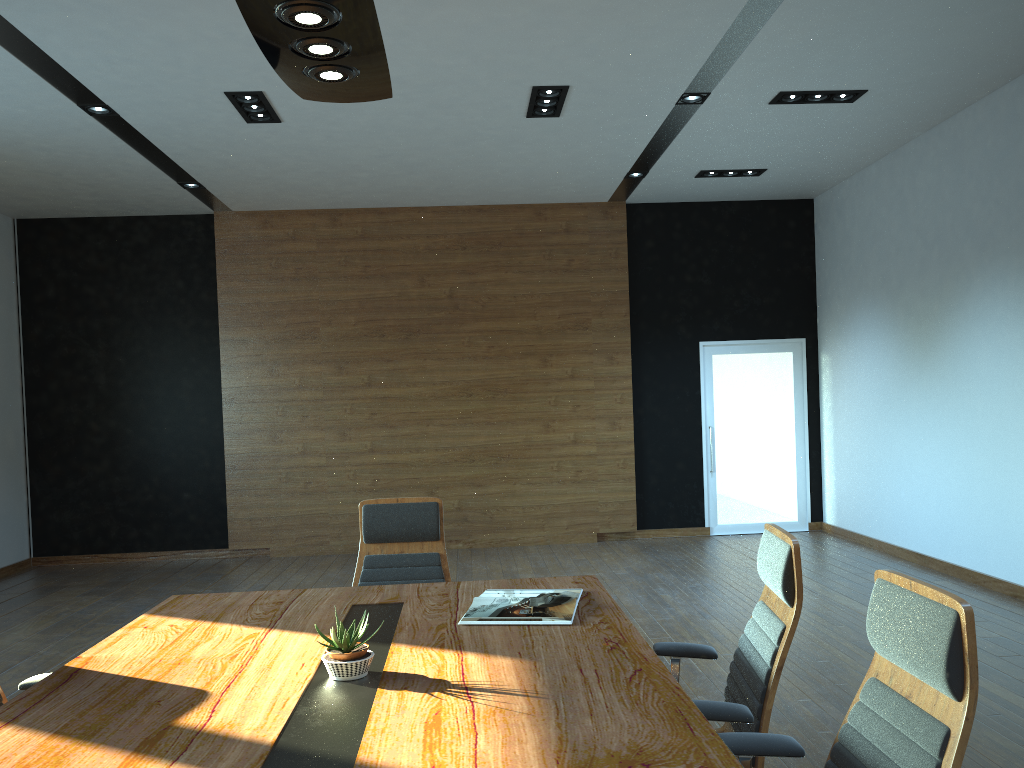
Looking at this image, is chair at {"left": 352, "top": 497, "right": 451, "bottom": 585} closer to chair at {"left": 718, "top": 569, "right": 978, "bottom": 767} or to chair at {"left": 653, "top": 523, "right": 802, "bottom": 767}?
chair at {"left": 653, "top": 523, "right": 802, "bottom": 767}

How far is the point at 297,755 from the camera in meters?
1.9

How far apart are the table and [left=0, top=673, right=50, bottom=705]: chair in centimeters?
27cm

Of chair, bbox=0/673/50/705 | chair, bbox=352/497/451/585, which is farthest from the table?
chair, bbox=352/497/451/585

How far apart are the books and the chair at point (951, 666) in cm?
81

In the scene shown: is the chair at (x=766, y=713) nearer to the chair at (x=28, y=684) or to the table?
the table

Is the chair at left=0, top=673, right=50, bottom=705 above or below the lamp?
below

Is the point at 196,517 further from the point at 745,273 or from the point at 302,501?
the point at 745,273

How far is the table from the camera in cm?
191

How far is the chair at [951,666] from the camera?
1.7m
